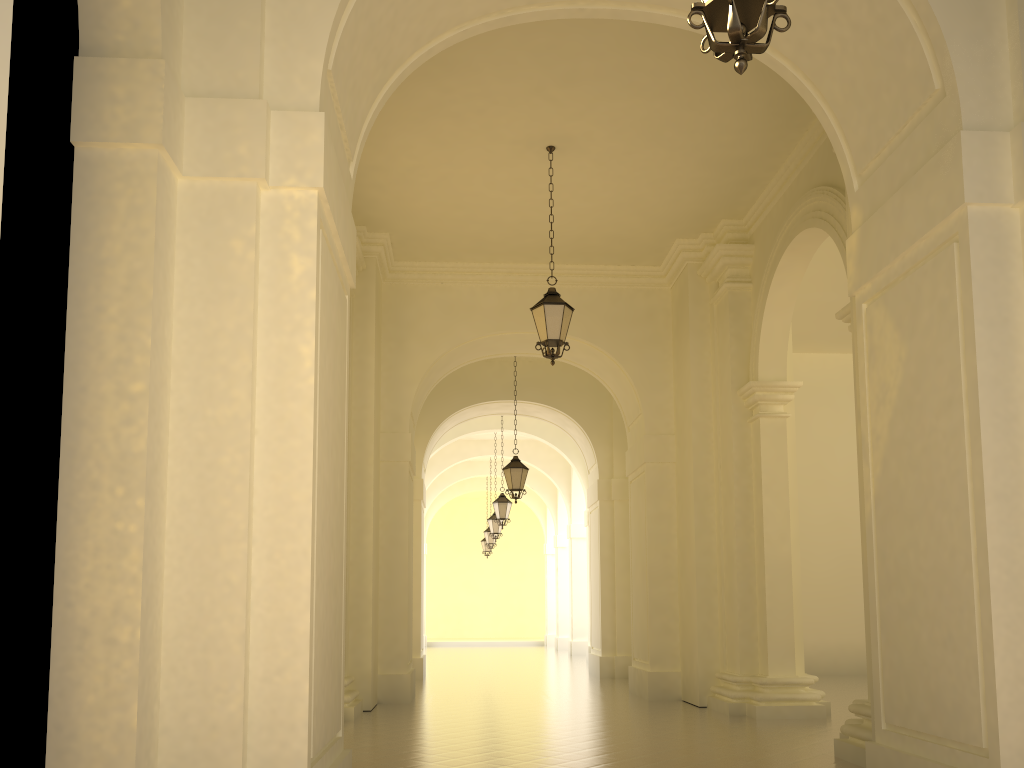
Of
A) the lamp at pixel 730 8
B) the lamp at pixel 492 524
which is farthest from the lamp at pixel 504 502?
the lamp at pixel 730 8

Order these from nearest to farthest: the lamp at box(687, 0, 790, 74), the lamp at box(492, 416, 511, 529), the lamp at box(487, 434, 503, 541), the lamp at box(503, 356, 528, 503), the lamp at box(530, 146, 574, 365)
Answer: the lamp at box(687, 0, 790, 74) < the lamp at box(530, 146, 574, 365) < the lamp at box(503, 356, 528, 503) < the lamp at box(492, 416, 511, 529) < the lamp at box(487, 434, 503, 541)

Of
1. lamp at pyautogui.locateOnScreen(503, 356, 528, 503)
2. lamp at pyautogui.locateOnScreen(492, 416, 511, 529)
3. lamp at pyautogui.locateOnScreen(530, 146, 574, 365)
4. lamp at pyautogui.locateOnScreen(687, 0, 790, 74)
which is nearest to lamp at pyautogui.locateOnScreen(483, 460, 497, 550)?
lamp at pyautogui.locateOnScreen(492, 416, 511, 529)

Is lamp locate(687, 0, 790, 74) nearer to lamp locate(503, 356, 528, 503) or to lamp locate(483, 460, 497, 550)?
lamp locate(503, 356, 528, 503)

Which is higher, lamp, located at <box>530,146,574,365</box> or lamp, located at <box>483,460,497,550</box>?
lamp, located at <box>530,146,574,365</box>

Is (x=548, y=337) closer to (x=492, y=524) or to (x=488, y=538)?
(x=492, y=524)

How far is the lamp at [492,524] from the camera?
24.55m

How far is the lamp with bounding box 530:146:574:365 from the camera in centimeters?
987cm

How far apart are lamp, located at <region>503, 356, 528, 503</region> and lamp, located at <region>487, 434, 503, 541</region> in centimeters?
881cm

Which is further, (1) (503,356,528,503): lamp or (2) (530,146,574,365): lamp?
(1) (503,356,528,503): lamp
